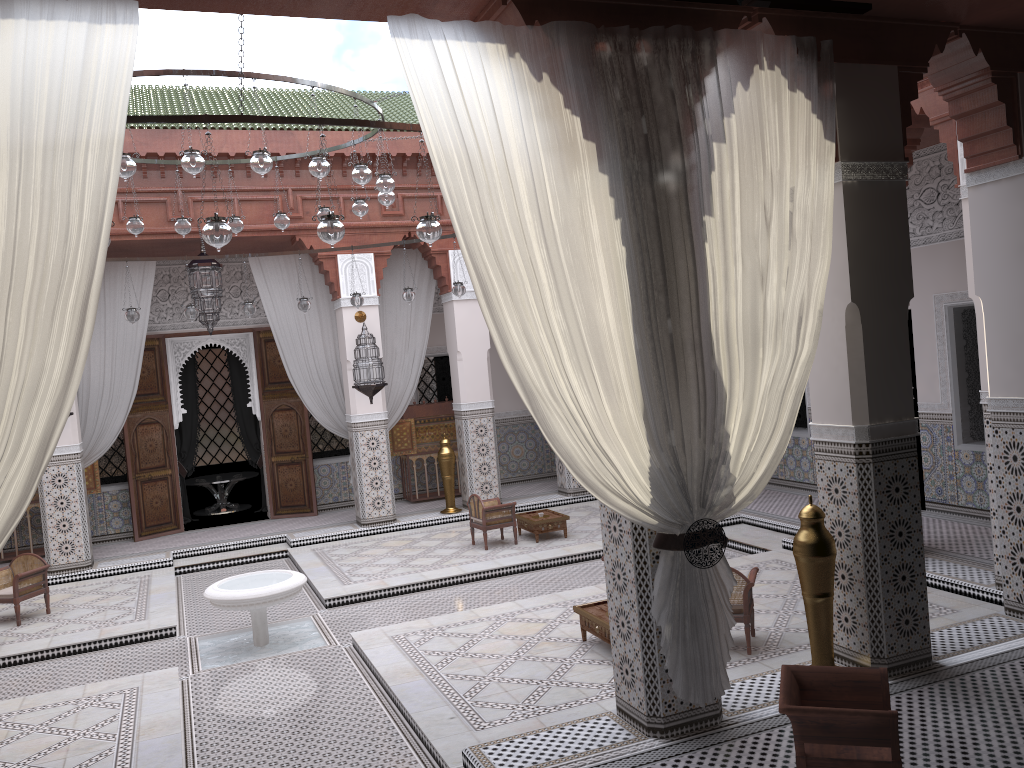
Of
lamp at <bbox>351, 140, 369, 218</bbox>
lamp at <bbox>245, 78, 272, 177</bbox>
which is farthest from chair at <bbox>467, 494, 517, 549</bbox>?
lamp at <bbox>245, 78, 272, 177</bbox>

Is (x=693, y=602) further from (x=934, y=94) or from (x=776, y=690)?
(x=934, y=94)

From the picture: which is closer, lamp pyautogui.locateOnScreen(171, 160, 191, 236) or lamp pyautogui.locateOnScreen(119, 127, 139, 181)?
lamp pyautogui.locateOnScreen(119, 127, 139, 181)

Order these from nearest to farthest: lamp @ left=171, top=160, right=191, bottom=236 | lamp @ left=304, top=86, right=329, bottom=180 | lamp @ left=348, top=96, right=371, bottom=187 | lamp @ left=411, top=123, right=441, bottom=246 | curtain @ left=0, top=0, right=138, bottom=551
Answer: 1. curtain @ left=0, top=0, right=138, bottom=551
2. lamp @ left=411, top=123, right=441, bottom=246
3. lamp @ left=304, top=86, right=329, bottom=180
4. lamp @ left=348, top=96, right=371, bottom=187
5. lamp @ left=171, top=160, right=191, bottom=236

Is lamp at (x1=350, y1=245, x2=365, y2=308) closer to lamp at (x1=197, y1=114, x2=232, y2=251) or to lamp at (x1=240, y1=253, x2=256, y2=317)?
lamp at (x1=240, y1=253, x2=256, y2=317)

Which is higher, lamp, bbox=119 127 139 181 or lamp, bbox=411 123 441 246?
lamp, bbox=119 127 139 181

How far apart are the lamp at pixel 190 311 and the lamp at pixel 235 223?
0.83m

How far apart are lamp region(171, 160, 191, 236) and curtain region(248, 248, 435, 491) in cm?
152

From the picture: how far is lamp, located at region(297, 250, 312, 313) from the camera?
5.12m

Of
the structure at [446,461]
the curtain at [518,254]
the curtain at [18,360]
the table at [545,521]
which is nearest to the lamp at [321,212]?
the table at [545,521]
